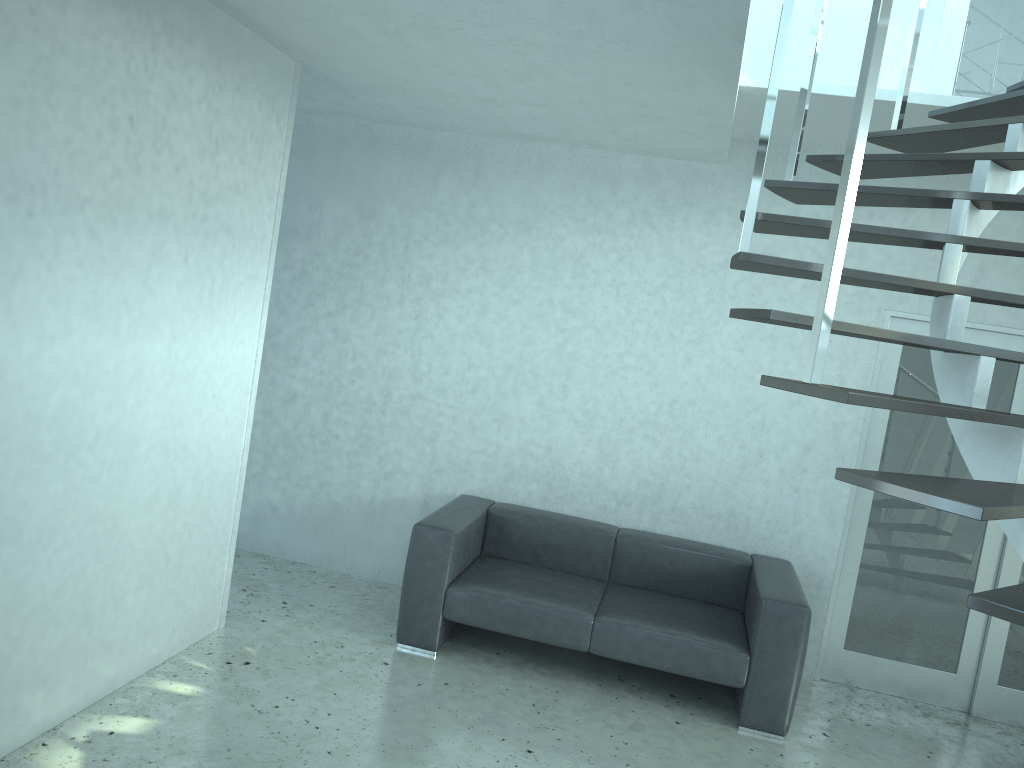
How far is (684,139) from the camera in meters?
4.5

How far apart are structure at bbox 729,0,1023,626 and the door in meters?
0.9

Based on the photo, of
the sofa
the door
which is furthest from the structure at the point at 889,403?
the sofa

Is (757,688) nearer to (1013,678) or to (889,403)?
(1013,678)

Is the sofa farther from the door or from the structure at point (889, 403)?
the structure at point (889, 403)

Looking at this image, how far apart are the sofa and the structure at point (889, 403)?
1.96m

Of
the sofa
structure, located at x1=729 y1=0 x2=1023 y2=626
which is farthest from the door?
structure, located at x1=729 y1=0 x2=1023 y2=626

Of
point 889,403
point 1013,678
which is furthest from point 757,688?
point 889,403

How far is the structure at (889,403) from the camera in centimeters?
188cm

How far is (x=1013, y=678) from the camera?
4.84m
